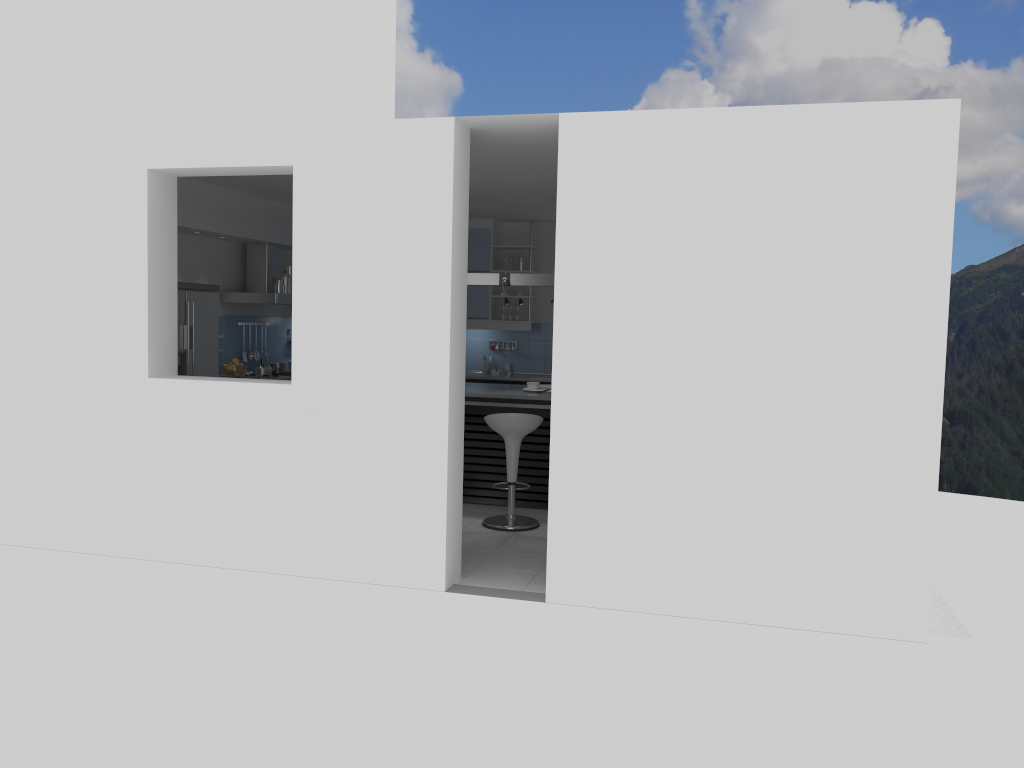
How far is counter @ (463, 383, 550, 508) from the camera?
7.4 meters

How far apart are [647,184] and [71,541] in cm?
432

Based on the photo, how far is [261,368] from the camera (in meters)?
9.04

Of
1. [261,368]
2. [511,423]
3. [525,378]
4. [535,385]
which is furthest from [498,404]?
[261,368]

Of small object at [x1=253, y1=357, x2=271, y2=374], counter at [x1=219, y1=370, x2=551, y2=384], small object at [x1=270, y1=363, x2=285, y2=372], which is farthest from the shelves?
small object at [x1=253, y1=357, x2=271, y2=374]

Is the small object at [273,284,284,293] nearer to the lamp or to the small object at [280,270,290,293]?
the small object at [280,270,290,293]

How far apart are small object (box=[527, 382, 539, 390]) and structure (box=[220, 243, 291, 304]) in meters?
2.7 m

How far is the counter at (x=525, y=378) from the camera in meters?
9.6

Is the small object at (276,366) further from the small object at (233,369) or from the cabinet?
the small object at (233,369)

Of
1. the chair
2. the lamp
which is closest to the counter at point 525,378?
the lamp
